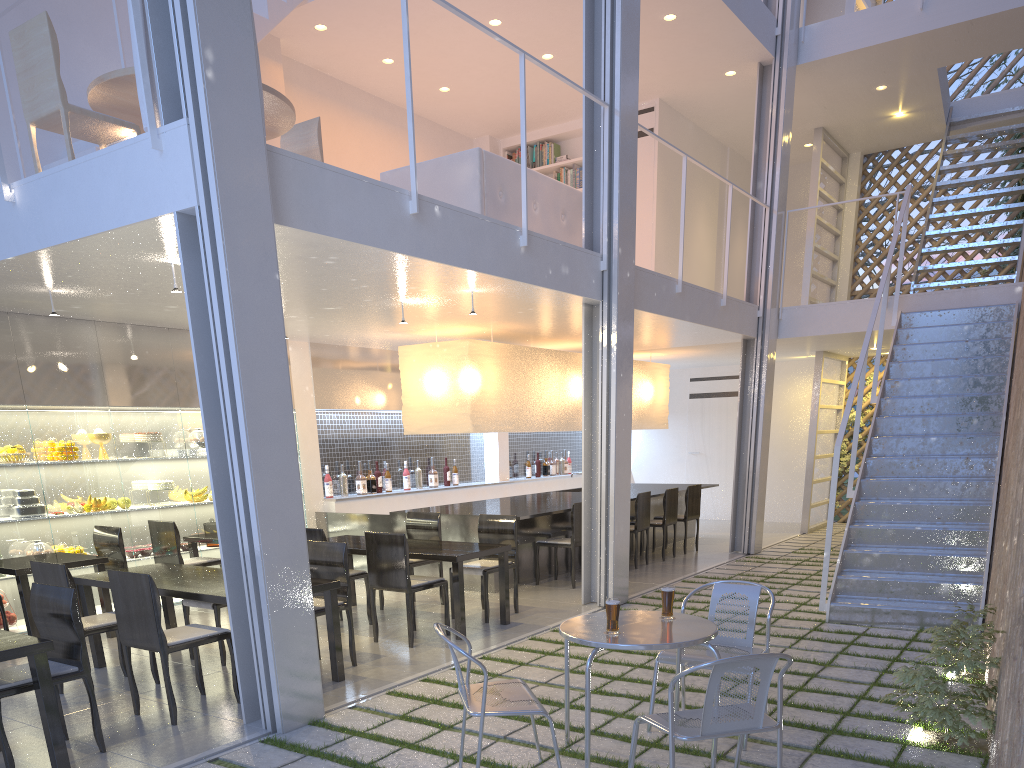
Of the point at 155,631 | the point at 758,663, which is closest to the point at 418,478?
the point at 155,631

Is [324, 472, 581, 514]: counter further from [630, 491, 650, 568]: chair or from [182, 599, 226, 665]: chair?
[182, 599, 226, 665]: chair

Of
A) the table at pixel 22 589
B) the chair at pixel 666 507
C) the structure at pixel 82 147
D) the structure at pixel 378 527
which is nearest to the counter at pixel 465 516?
the structure at pixel 378 527

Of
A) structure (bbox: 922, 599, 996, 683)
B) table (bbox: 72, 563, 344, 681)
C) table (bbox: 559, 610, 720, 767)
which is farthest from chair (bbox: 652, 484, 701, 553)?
table (bbox: 559, 610, 720, 767)

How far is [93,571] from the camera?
3.6m

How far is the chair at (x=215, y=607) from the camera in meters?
2.7

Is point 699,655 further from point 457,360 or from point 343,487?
point 343,487

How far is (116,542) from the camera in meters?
3.4

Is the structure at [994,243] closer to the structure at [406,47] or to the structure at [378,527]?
the structure at [406,47]

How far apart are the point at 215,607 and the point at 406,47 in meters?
1.8 m
